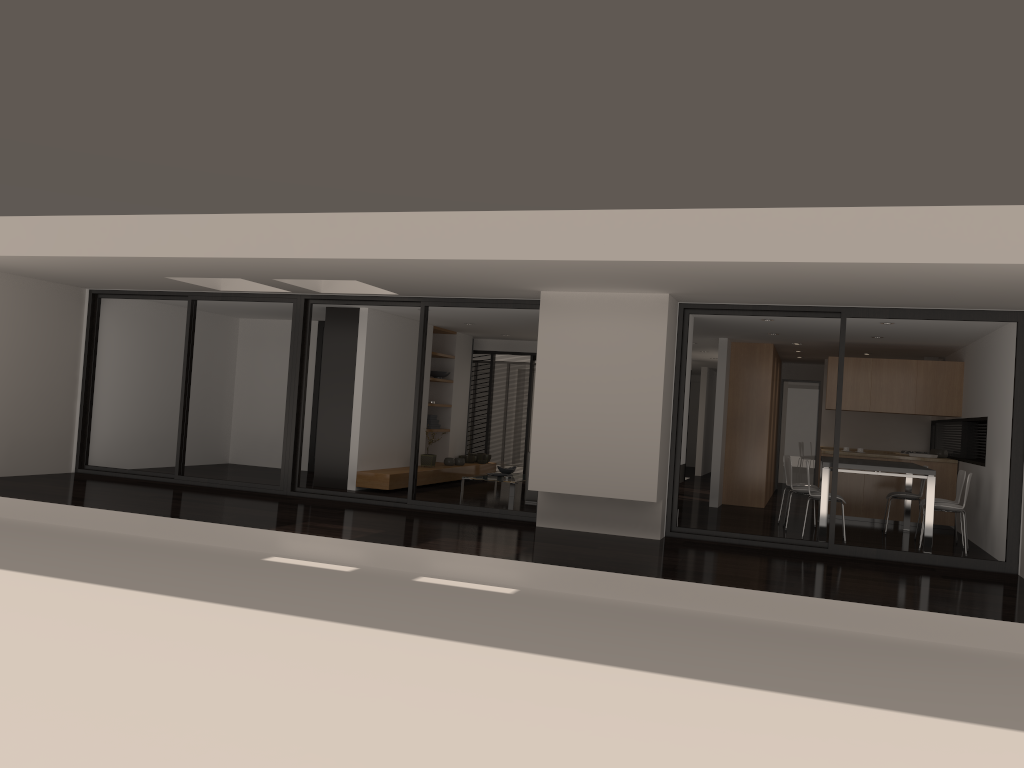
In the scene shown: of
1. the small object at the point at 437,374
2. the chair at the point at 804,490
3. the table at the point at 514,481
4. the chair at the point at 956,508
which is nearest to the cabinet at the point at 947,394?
the chair at the point at 804,490

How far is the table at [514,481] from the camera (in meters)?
12.26

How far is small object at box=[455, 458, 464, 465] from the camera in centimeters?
1400cm

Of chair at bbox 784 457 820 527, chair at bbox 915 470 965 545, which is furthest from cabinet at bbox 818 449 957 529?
chair at bbox 784 457 820 527

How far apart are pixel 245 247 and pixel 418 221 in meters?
1.7 m

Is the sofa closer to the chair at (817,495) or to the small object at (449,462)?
the small object at (449,462)

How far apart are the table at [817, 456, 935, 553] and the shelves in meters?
5.3 m

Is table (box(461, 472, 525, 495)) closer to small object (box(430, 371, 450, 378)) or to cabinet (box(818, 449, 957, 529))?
small object (box(430, 371, 450, 378))

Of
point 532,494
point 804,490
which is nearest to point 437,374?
point 532,494

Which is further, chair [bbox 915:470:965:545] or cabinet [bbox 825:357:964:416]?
cabinet [bbox 825:357:964:416]
